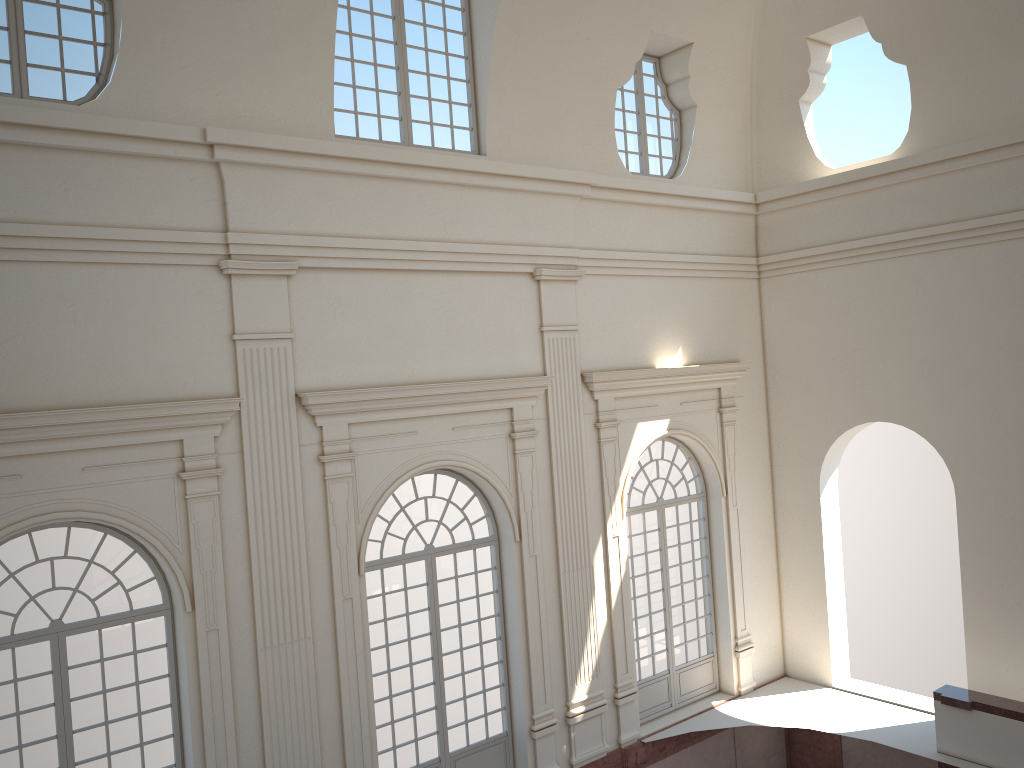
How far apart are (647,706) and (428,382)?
6.3m
